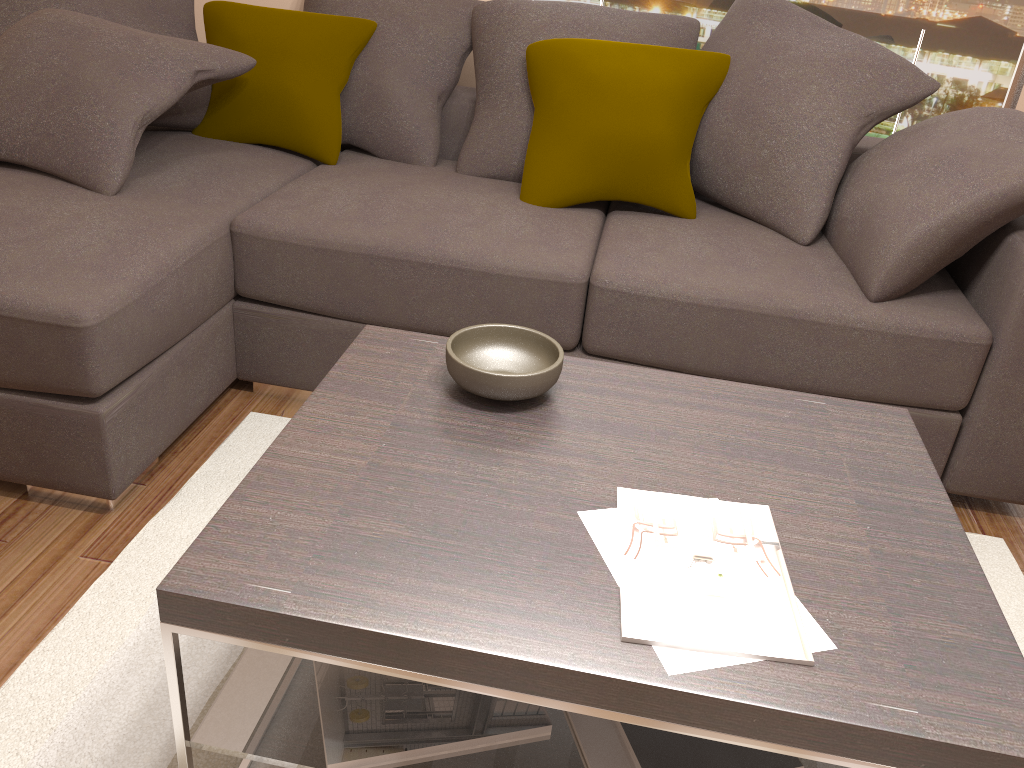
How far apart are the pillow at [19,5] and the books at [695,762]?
2.5m

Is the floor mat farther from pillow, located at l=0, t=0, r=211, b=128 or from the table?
pillow, located at l=0, t=0, r=211, b=128

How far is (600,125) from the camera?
2.65m

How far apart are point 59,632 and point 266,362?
1.0m

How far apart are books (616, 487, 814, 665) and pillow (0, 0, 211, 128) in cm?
232

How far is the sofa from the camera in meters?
2.0

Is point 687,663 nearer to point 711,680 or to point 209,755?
point 711,680

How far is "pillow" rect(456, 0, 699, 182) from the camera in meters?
2.9

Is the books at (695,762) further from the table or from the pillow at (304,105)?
the pillow at (304,105)

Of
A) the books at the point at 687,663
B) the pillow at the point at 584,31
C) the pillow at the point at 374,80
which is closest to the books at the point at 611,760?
the books at the point at 687,663
